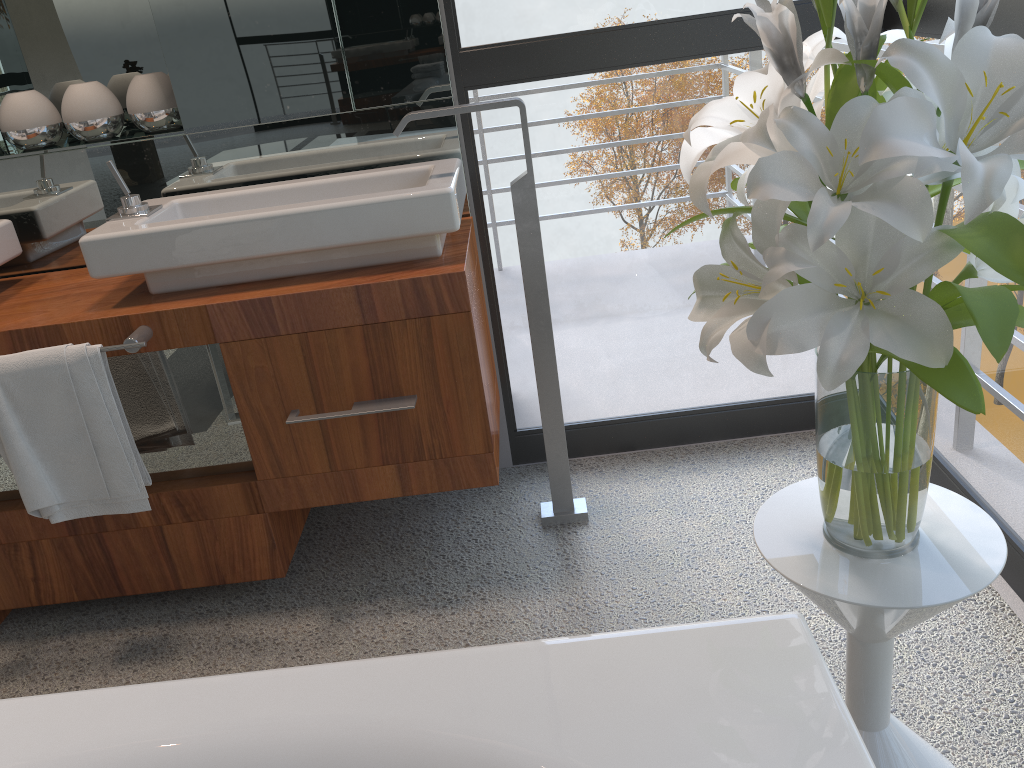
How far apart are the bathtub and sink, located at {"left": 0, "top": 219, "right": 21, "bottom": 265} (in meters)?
1.30

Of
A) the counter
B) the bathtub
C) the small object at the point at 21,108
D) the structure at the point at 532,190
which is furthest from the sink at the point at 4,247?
the bathtub

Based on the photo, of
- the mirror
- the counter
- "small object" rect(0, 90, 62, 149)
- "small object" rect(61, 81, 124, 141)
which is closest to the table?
the counter

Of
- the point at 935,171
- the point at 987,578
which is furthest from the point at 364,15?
the point at 987,578

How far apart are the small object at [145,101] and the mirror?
0.0 meters

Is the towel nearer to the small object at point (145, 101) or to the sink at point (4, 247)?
the sink at point (4, 247)

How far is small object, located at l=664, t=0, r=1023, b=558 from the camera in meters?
0.8

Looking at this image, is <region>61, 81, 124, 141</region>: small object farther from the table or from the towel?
the table

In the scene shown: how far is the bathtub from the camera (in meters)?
0.87

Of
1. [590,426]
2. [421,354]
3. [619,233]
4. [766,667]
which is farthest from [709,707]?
[619,233]
